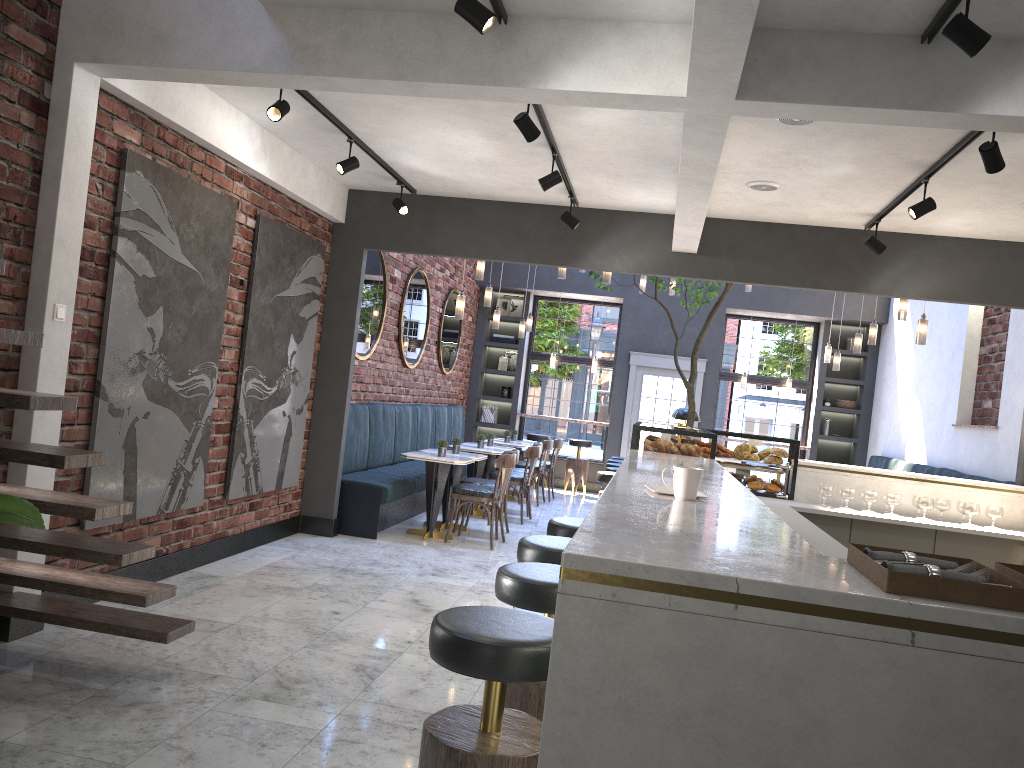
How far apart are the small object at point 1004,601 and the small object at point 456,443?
7.06m

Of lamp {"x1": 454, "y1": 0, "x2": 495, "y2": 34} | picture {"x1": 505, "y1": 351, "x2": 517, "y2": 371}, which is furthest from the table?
lamp {"x1": 454, "y1": 0, "x2": 495, "y2": 34}

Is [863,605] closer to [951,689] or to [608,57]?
[951,689]

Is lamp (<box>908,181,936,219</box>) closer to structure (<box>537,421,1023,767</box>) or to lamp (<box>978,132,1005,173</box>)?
lamp (<box>978,132,1005,173</box>)

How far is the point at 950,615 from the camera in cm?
139

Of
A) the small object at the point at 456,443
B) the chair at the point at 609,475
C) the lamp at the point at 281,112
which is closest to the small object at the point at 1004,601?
the lamp at the point at 281,112

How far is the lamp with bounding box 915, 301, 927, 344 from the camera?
7.5m

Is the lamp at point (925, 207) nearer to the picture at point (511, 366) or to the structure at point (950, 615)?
the structure at point (950, 615)

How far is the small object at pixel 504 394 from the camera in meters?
13.9

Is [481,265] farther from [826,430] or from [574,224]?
[826,430]
